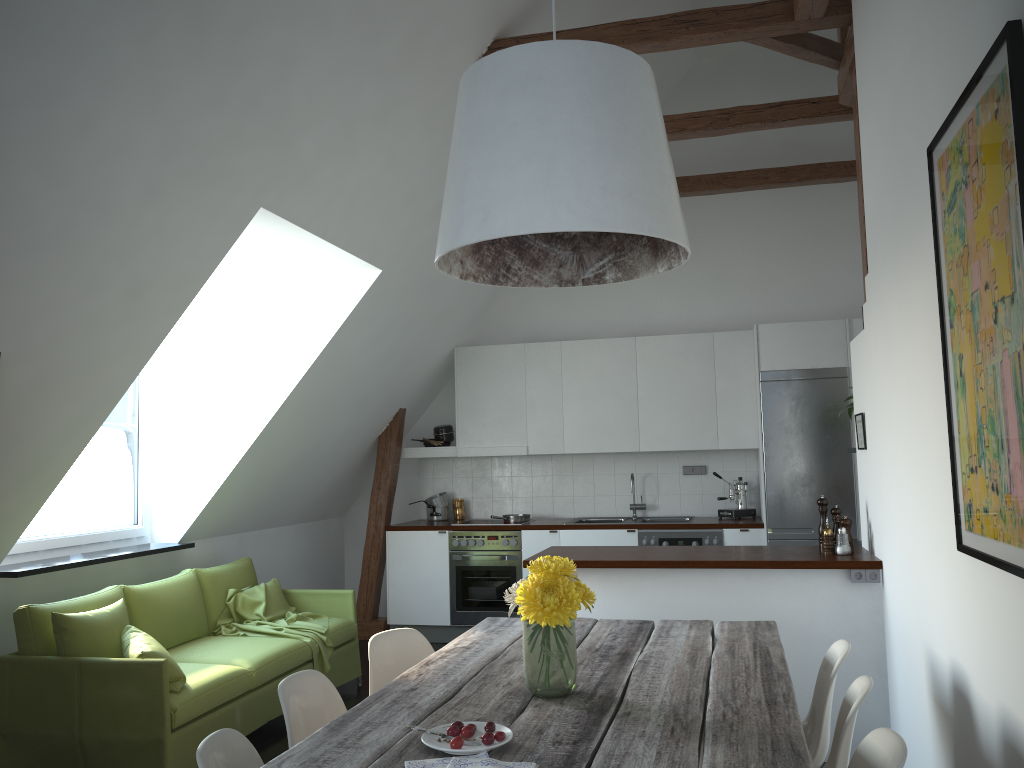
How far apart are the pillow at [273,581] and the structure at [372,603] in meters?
1.5 m

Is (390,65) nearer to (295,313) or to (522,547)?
(295,313)

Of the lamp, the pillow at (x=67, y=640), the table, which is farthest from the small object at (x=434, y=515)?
the lamp

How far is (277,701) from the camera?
4.7m

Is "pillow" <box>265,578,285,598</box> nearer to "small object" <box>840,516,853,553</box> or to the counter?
the counter

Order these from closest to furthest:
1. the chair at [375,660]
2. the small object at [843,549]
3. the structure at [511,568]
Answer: the chair at [375,660], the small object at [843,549], the structure at [511,568]

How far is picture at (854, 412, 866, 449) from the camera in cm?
442

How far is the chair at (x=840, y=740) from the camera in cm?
224

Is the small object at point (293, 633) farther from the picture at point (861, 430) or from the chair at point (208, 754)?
the picture at point (861, 430)

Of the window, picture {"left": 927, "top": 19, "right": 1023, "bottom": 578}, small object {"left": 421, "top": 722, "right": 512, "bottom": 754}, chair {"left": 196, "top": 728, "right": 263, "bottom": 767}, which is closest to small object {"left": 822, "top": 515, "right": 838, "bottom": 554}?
picture {"left": 927, "top": 19, "right": 1023, "bottom": 578}
